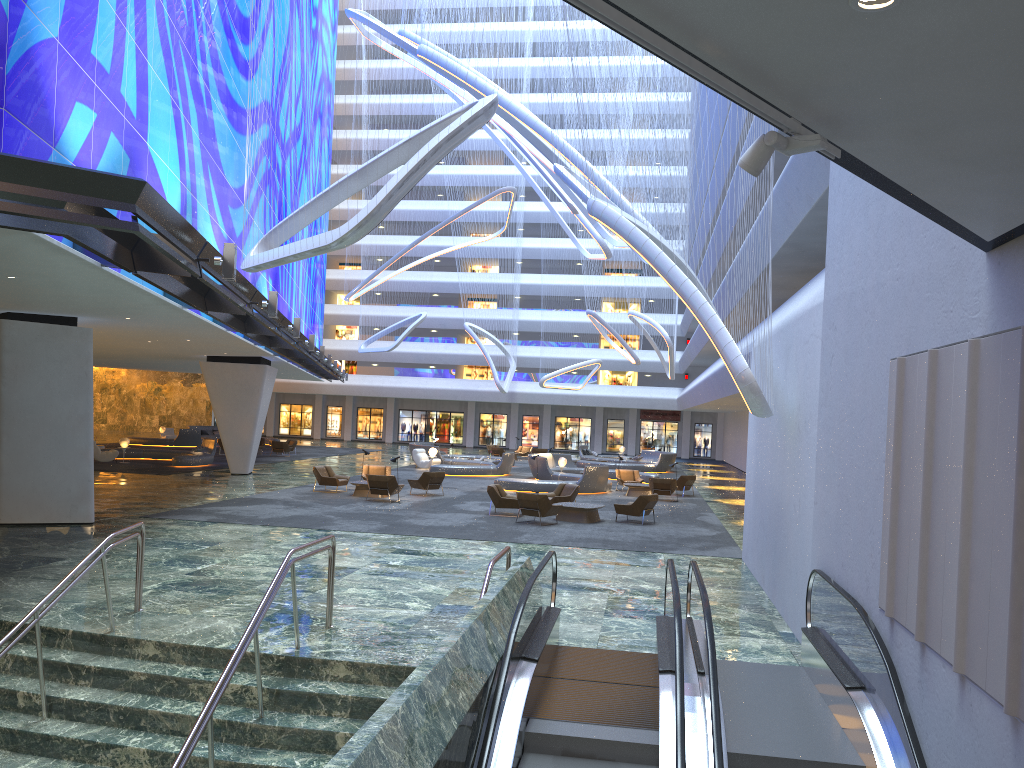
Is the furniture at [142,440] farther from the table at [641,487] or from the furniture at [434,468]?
the table at [641,487]

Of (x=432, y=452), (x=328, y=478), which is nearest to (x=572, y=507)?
(x=328, y=478)

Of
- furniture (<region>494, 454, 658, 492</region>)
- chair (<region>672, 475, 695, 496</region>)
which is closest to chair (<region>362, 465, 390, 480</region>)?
furniture (<region>494, 454, 658, 492</region>)

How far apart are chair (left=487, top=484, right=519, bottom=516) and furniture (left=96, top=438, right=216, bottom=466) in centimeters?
1601cm

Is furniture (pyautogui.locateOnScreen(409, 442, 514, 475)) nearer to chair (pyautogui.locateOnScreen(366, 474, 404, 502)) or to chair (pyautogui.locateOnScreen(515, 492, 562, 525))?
chair (pyautogui.locateOnScreen(366, 474, 404, 502))

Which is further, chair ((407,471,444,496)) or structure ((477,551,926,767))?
chair ((407,471,444,496))

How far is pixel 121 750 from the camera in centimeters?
828cm

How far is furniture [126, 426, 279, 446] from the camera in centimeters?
4765cm

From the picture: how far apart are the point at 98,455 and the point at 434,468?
12.99m

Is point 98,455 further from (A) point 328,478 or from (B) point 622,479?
(B) point 622,479
